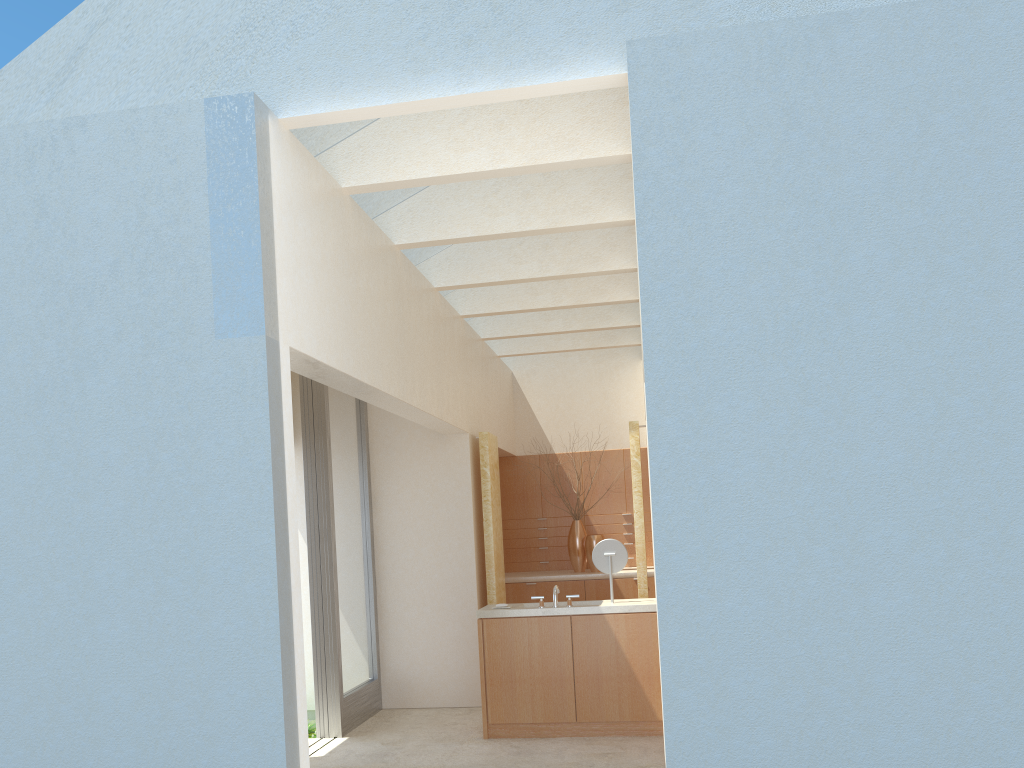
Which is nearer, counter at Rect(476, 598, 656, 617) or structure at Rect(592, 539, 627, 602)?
counter at Rect(476, 598, 656, 617)

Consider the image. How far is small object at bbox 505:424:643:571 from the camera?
22.7m

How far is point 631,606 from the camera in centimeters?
1477cm

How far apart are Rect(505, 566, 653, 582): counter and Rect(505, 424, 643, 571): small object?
0.30m

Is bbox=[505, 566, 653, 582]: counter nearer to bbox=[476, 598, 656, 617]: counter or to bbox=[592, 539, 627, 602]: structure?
bbox=[476, 598, 656, 617]: counter

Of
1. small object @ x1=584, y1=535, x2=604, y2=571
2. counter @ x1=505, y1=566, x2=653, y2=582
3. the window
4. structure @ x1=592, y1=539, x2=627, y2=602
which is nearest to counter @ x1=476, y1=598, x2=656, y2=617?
structure @ x1=592, y1=539, x2=627, y2=602

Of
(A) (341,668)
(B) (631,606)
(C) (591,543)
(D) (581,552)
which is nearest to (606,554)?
(B) (631,606)

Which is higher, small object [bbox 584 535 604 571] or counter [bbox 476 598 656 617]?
small object [bbox 584 535 604 571]

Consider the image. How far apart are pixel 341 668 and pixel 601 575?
7.8m

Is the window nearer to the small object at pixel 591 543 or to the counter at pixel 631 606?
the counter at pixel 631 606
